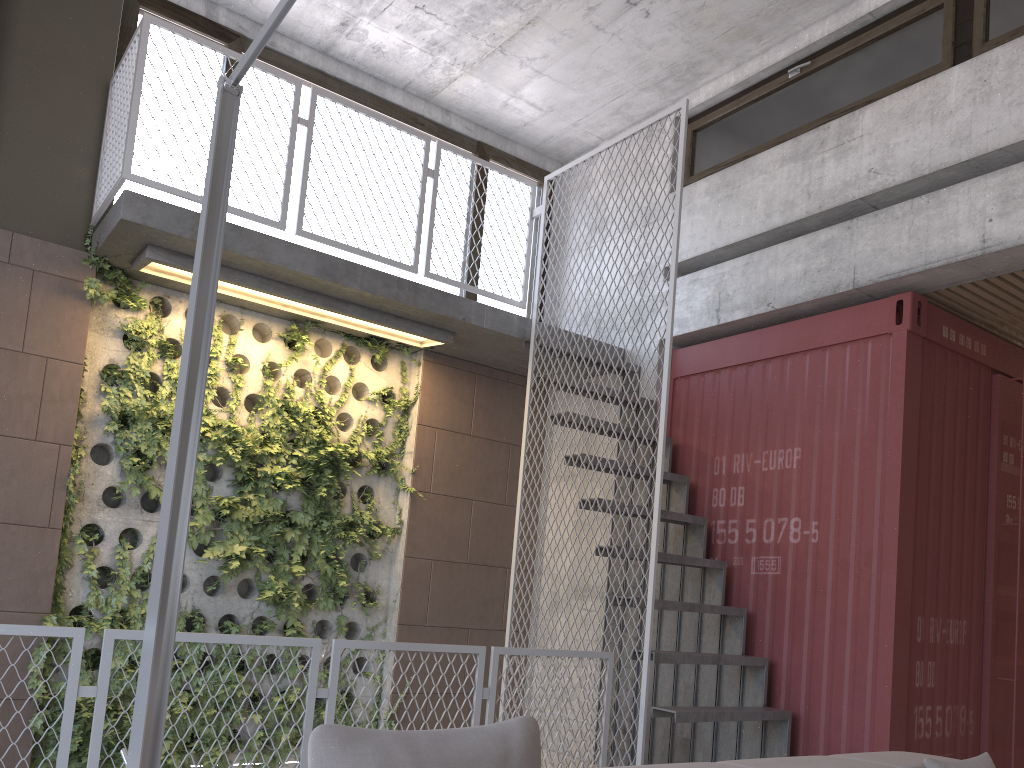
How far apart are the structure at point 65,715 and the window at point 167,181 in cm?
346

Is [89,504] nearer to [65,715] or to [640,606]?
[65,715]

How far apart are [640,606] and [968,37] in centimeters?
380cm

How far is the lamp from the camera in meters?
2.4 m

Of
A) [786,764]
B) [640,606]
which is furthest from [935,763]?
[640,606]

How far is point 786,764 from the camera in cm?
278

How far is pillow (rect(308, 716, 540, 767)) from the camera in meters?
1.6

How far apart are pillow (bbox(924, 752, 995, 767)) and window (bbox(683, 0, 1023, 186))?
3.85m

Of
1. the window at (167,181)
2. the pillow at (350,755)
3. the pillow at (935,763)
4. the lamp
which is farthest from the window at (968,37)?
the pillow at (350,755)

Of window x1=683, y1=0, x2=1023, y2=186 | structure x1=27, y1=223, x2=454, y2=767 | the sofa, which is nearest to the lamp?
the sofa
